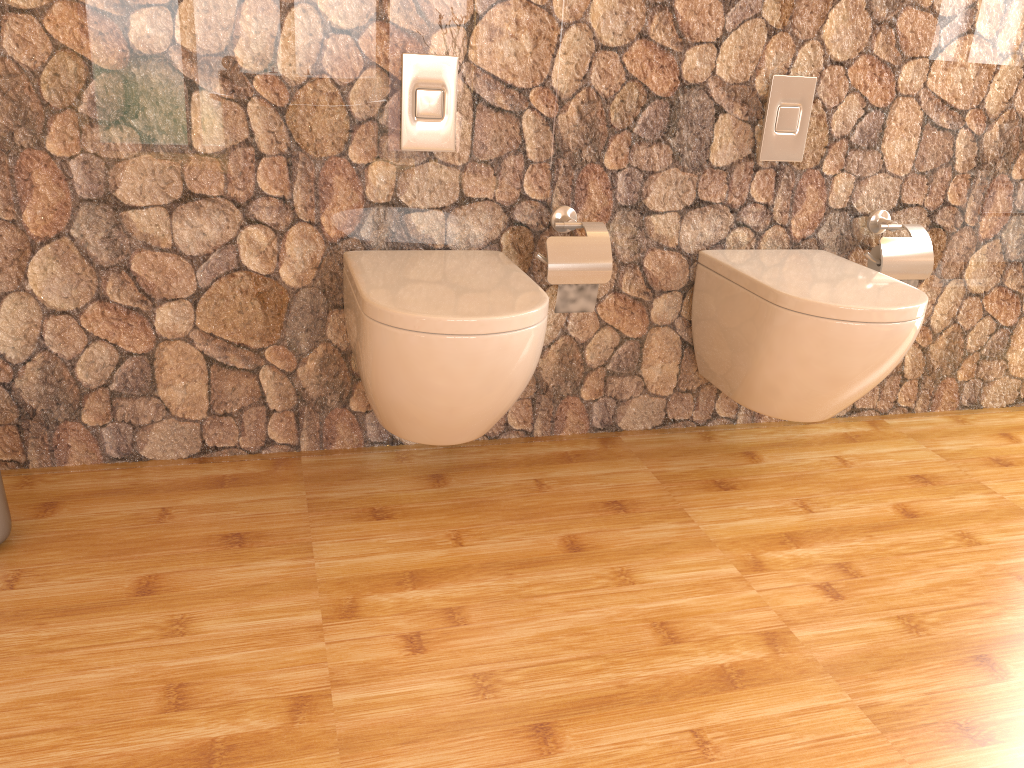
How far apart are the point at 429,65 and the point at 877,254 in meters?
1.2 m

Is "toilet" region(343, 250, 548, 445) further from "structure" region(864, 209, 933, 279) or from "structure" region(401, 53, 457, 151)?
"structure" region(864, 209, 933, 279)

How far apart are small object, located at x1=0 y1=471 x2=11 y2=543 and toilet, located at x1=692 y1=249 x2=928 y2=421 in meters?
1.6

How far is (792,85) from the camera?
2.1m

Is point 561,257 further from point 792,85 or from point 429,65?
point 792,85

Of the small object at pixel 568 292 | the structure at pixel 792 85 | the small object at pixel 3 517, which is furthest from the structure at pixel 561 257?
the small object at pixel 3 517

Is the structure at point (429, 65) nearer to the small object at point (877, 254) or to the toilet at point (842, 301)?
the toilet at point (842, 301)

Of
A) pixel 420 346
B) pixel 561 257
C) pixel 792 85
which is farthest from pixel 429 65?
pixel 792 85

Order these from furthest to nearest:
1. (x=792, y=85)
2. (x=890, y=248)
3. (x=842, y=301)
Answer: (x=890, y=248) < (x=792, y=85) < (x=842, y=301)

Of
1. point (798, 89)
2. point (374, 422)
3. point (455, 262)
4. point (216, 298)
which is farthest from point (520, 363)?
point (798, 89)
